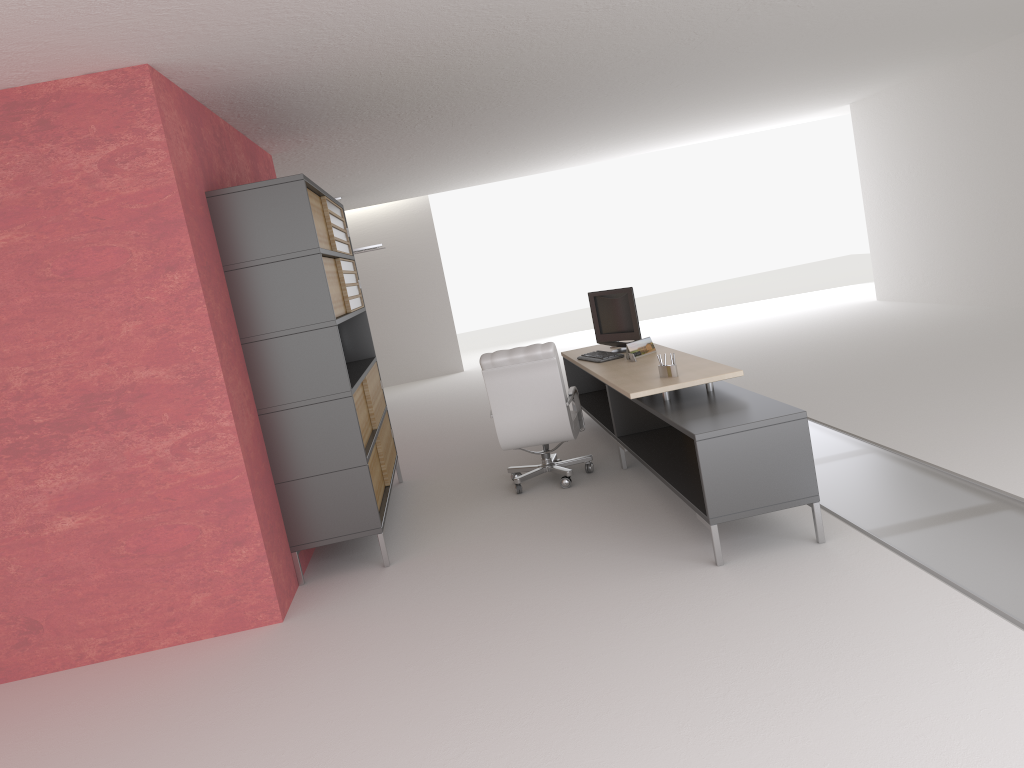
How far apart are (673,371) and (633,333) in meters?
2.4 m

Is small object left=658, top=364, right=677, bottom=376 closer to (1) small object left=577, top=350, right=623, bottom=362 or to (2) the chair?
(2) the chair

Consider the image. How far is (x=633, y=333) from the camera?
10.6 meters

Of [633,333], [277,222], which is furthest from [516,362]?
[277,222]

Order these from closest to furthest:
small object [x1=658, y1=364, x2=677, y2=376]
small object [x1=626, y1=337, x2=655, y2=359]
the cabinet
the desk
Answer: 1. the desk
2. the cabinet
3. small object [x1=658, y1=364, x2=677, y2=376]
4. small object [x1=626, y1=337, x2=655, y2=359]

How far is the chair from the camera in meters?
9.5

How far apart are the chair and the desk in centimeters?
27cm

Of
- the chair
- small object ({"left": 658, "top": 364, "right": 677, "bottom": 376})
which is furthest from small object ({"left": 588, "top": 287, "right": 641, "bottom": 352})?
small object ({"left": 658, "top": 364, "right": 677, "bottom": 376})

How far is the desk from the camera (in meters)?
6.64

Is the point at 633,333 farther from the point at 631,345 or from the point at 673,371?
the point at 673,371
